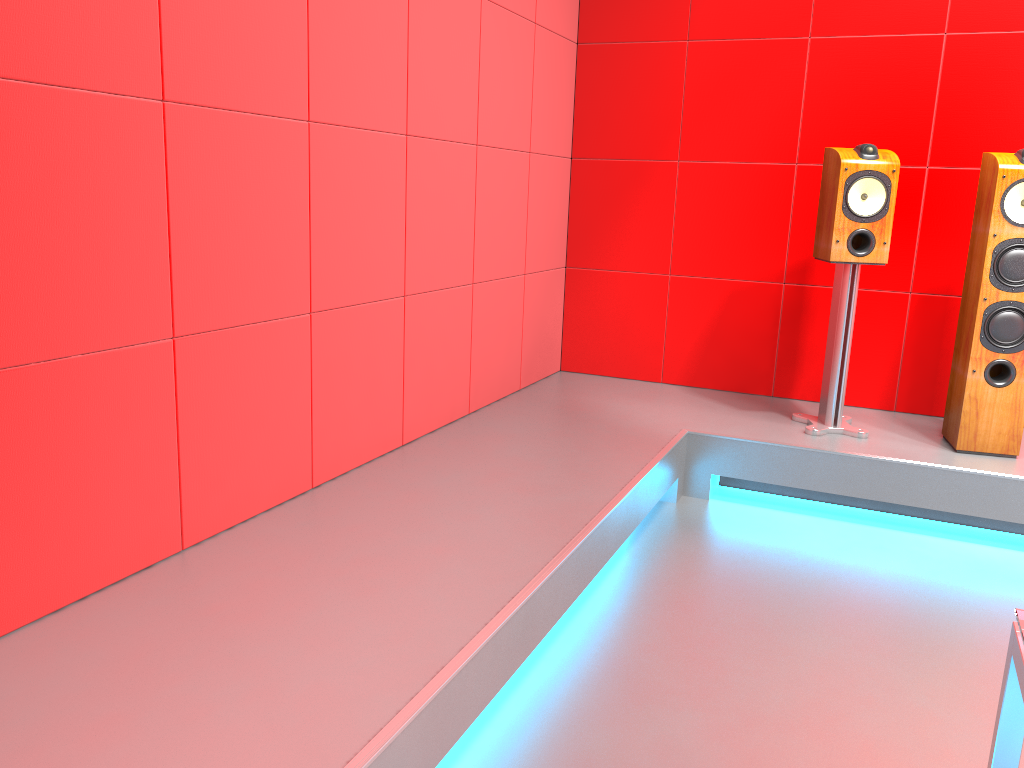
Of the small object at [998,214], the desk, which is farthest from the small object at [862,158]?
the desk

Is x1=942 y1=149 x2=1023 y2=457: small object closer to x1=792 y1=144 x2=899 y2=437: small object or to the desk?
x1=792 y1=144 x2=899 y2=437: small object

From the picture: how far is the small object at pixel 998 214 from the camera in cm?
296

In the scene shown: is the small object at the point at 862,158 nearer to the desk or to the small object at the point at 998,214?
the small object at the point at 998,214

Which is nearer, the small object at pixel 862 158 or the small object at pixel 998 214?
the small object at pixel 998 214

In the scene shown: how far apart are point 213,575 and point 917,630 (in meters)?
1.79

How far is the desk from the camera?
0.9m

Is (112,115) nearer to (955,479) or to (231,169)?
(231,169)

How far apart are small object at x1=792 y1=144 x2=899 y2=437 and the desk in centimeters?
243cm

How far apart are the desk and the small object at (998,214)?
2.4m
